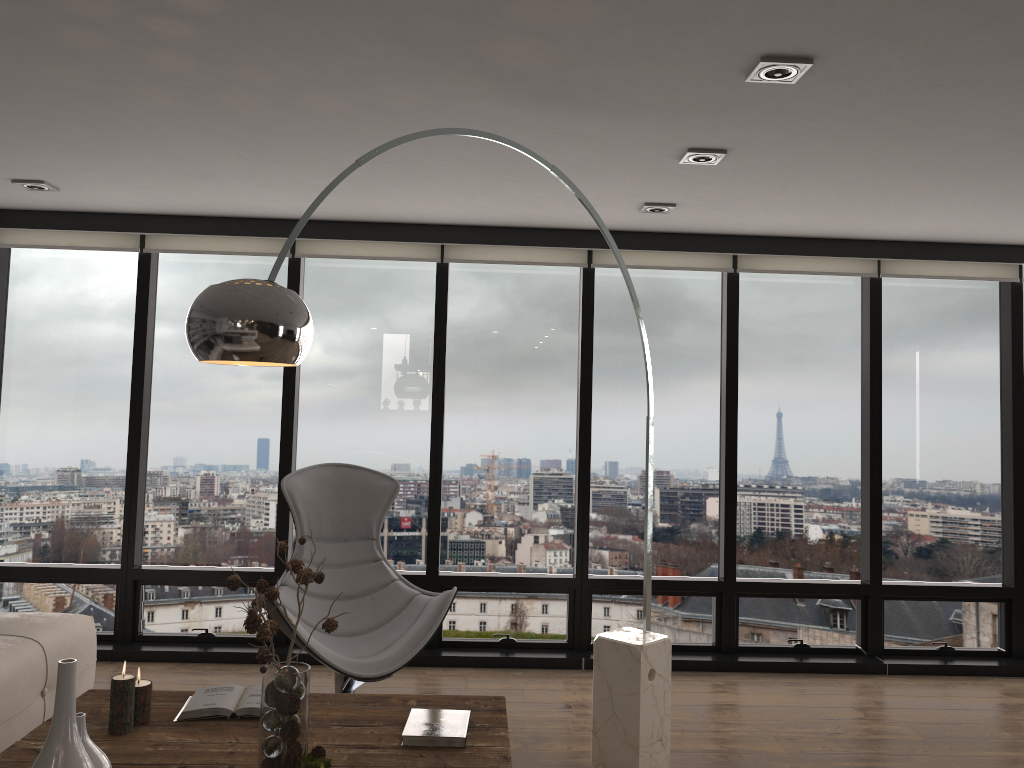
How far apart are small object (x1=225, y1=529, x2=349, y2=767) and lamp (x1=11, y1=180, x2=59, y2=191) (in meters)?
2.71

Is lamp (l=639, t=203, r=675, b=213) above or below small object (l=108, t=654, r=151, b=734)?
above

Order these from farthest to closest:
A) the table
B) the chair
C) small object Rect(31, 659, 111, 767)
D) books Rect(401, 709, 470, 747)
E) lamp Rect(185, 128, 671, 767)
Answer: the chair < books Rect(401, 709, 470, 747) < the table < lamp Rect(185, 128, 671, 767) < small object Rect(31, 659, 111, 767)

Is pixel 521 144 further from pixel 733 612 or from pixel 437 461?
pixel 733 612

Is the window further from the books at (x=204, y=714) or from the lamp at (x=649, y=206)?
the books at (x=204, y=714)

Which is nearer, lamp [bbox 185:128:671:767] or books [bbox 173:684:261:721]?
lamp [bbox 185:128:671:767]

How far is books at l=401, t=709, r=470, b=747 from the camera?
2.5 meters

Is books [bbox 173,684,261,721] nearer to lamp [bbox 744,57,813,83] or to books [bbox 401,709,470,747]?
books [bbox 401,709,470,747]

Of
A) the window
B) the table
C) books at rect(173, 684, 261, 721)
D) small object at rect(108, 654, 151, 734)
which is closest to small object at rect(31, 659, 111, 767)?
the table

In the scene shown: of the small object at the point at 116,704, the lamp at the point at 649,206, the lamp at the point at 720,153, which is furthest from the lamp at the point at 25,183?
the lamp at the point at 720,153
